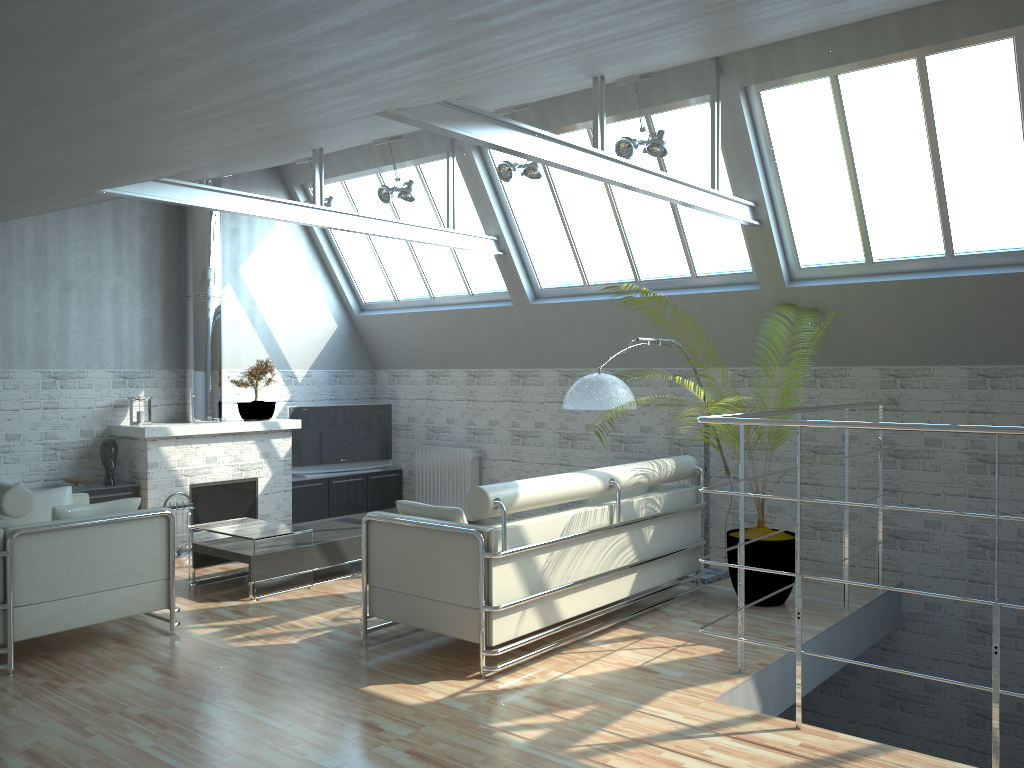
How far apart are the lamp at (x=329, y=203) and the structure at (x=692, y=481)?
7.3m

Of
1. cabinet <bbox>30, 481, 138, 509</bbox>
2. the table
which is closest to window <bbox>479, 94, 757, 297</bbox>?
the table

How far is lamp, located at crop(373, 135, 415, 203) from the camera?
15.5m

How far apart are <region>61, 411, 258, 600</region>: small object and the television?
4.5m

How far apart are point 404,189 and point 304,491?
6.7m

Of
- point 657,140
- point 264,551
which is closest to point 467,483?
point 264,551

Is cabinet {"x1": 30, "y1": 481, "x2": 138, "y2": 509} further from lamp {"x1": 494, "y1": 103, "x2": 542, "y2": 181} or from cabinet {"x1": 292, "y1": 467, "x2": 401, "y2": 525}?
lamp {"x1": 494, "y1": 103, "x2": 542, "y2": 181}

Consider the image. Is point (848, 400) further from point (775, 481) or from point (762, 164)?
point (762, 164)

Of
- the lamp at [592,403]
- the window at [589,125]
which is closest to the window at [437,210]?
the window at [589,125]

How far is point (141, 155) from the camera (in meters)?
6.32
